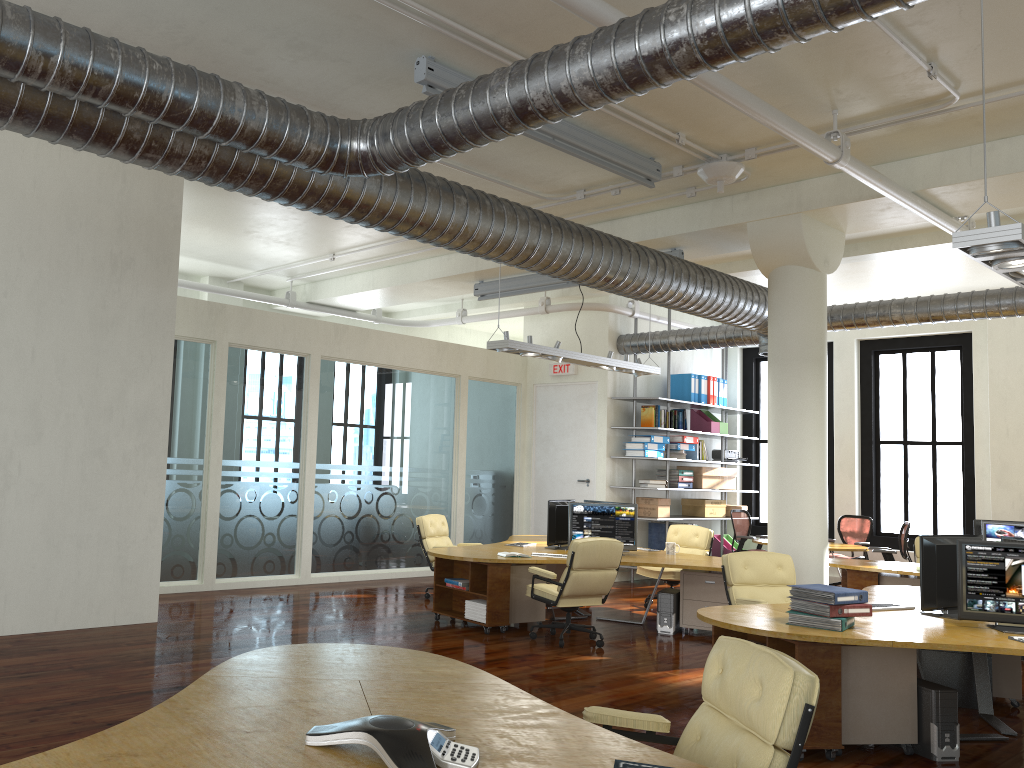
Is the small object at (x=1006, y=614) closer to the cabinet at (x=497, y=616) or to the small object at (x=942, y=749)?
the small object at (x=942, y=749)

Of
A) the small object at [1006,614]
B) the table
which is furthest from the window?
the small object at [1006,614]

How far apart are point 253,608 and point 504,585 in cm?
274

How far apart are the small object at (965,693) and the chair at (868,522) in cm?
699

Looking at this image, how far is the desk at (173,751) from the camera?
2.6m

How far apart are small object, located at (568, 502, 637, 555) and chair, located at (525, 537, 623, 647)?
1.12m

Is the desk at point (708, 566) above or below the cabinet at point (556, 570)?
above

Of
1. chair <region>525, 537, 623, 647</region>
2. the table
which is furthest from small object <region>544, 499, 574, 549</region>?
the table

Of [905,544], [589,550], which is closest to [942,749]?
[589,550]

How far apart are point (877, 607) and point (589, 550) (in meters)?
2.40
